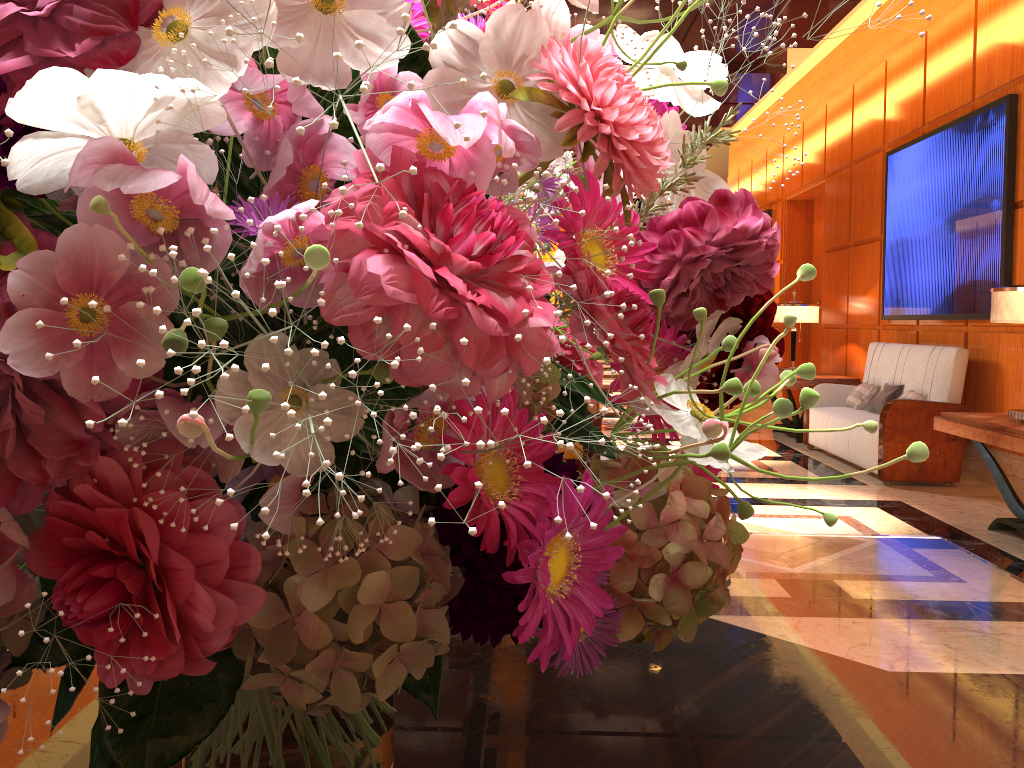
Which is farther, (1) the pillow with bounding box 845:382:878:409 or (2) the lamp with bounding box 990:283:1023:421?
(1) the pillow with bounding box 845:382:878:409

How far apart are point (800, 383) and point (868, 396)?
0.8m

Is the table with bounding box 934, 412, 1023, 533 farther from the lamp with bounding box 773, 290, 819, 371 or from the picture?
the lamp with bounding box 773, 290, 819, 371

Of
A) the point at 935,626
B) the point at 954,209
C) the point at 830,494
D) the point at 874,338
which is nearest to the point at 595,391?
the point at 935,626

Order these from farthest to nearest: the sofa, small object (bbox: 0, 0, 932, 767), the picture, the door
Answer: the door → the sofa → the picture → small object (bbox: 0, 0, 932, 767)

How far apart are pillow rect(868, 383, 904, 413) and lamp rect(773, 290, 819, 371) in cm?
161

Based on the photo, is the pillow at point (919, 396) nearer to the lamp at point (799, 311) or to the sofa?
the sofa

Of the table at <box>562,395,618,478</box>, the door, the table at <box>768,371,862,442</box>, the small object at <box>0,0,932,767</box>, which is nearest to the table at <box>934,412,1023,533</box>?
the table at <box>562,395,618,478</box>

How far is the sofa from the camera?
5.9m

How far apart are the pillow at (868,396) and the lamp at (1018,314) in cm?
270
